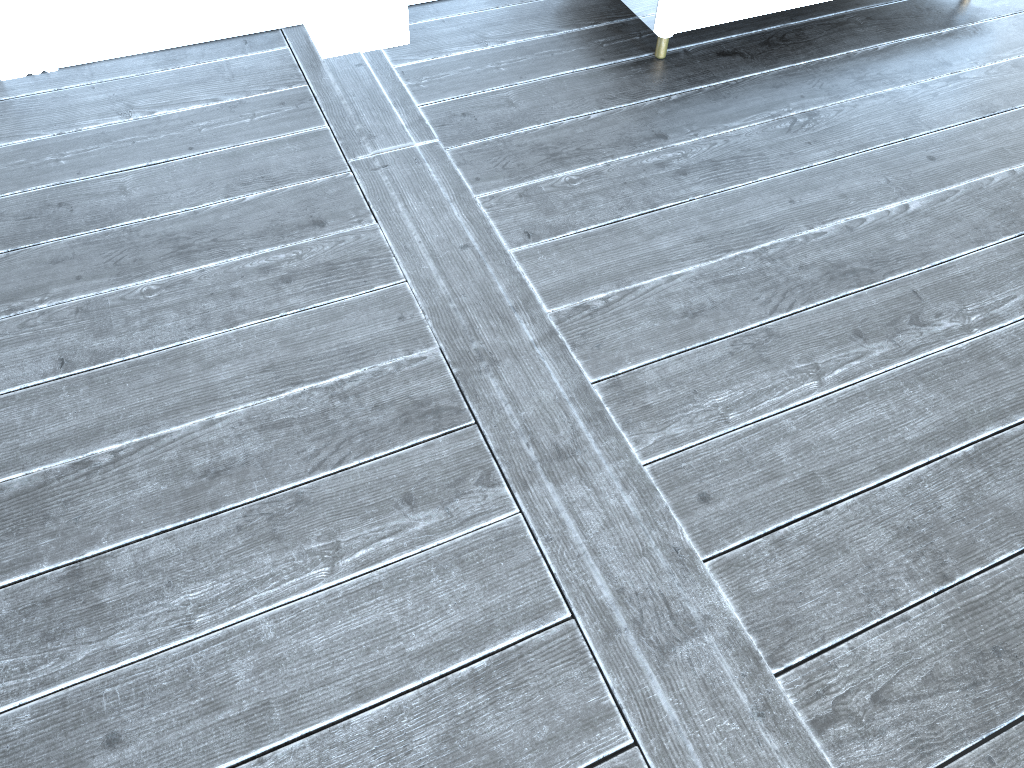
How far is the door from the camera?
1.9 meters

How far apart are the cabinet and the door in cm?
131

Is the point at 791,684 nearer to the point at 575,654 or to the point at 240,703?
the point at 575,654

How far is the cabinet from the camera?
1.9 meters

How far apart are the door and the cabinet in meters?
1.3

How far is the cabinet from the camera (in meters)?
1.95
